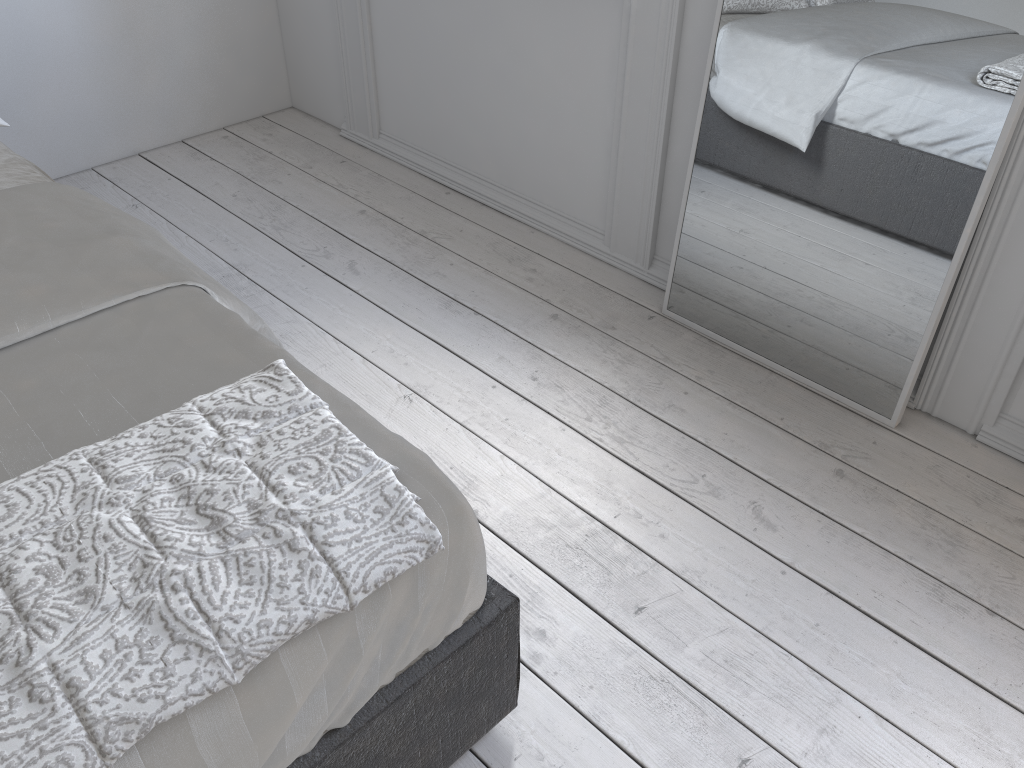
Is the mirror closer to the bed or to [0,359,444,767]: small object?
the bed

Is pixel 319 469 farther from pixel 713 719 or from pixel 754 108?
pixel 754 108

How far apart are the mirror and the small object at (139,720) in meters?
1.3 m

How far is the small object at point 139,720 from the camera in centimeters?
85cm

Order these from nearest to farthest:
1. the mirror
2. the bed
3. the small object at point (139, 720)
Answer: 1. the small object at point (139, 720)
2. the bed
3. the mirror

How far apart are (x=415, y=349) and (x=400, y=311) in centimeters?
18cm

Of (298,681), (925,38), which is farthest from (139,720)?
(925,38)

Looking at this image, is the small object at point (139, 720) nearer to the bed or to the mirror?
the bed

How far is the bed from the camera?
1.0 meters

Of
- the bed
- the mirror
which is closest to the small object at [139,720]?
the bed
